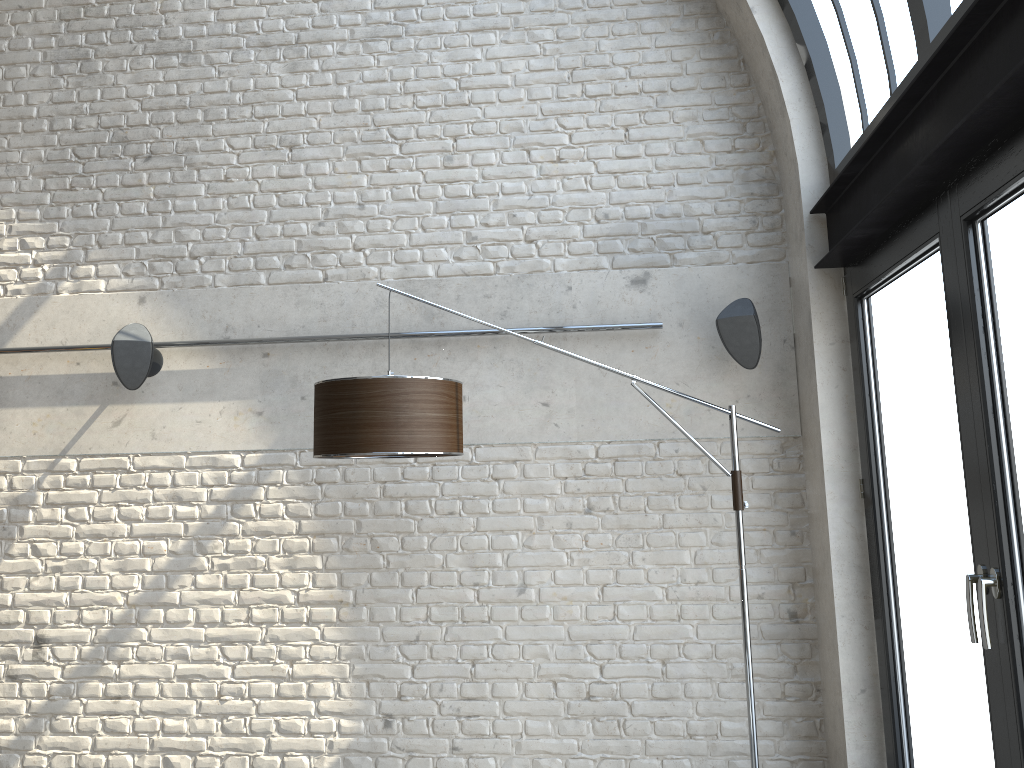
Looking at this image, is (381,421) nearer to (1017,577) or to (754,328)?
(754,328)

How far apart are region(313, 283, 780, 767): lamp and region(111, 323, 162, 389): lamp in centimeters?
114cm

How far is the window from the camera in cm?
227

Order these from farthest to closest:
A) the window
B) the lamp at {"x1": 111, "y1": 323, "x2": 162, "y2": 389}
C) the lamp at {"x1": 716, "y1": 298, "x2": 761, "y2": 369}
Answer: the lamp at {"x1": 111, "y1": 323, "x2": 162, "y2": 389}
the lamp at {"x1": 716, "y1": 298, "x2": 761, "y2": 369}
the window

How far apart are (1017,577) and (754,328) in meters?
1.6 m

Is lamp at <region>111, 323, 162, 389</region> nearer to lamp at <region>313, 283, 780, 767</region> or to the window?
lamp at <region>313, 283, 780, 767</region>

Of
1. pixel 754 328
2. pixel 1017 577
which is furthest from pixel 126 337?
pixel 1017 577

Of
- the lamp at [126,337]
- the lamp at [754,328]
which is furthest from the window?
the lamp at [126,337]

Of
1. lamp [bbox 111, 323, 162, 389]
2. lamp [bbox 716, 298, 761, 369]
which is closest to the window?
lamp [bbox 716, 298, 761, 369]

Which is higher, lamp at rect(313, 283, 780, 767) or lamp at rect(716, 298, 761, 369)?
lamp at rect(716, 298, 761, 369)
